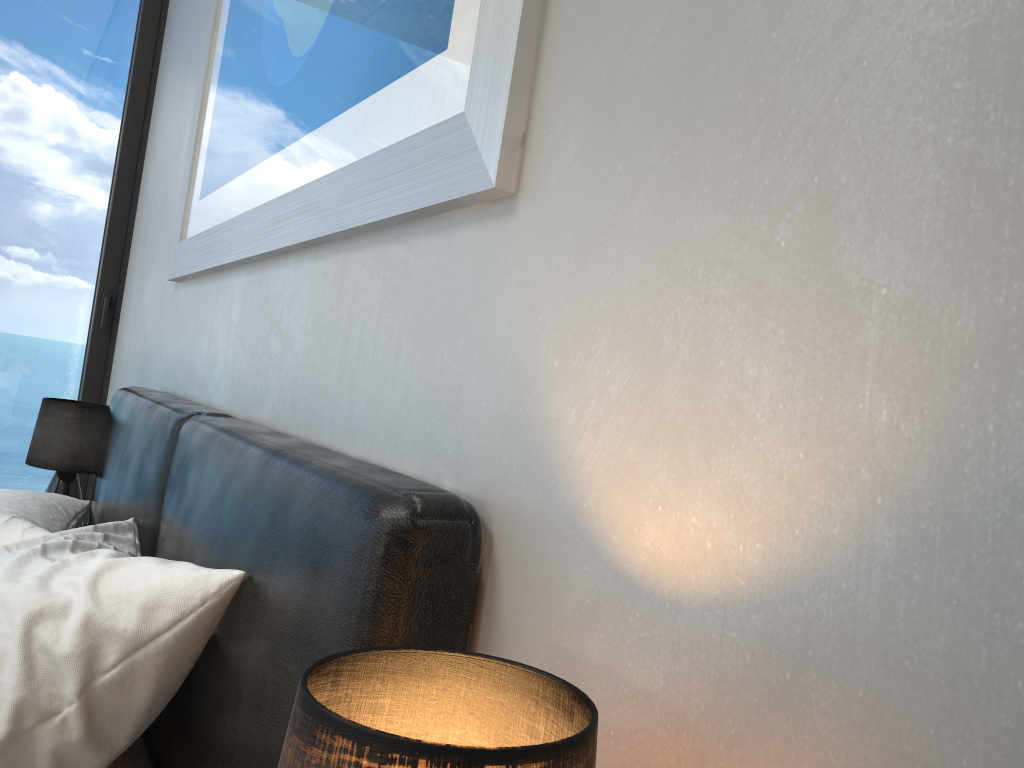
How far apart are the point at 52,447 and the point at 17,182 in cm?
133

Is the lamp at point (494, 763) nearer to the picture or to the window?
the picture

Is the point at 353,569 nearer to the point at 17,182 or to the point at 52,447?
the point at 52,447

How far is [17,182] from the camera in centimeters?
333cm

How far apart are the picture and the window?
1.2 meters

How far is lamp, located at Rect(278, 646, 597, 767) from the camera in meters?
0.4

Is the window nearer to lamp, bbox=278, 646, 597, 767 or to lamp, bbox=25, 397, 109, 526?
lamp, bbox=25, 397, 109, 526

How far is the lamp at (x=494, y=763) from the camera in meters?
0.4

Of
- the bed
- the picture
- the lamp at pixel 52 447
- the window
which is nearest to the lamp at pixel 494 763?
the bed

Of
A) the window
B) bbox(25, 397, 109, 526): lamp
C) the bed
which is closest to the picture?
the bed
